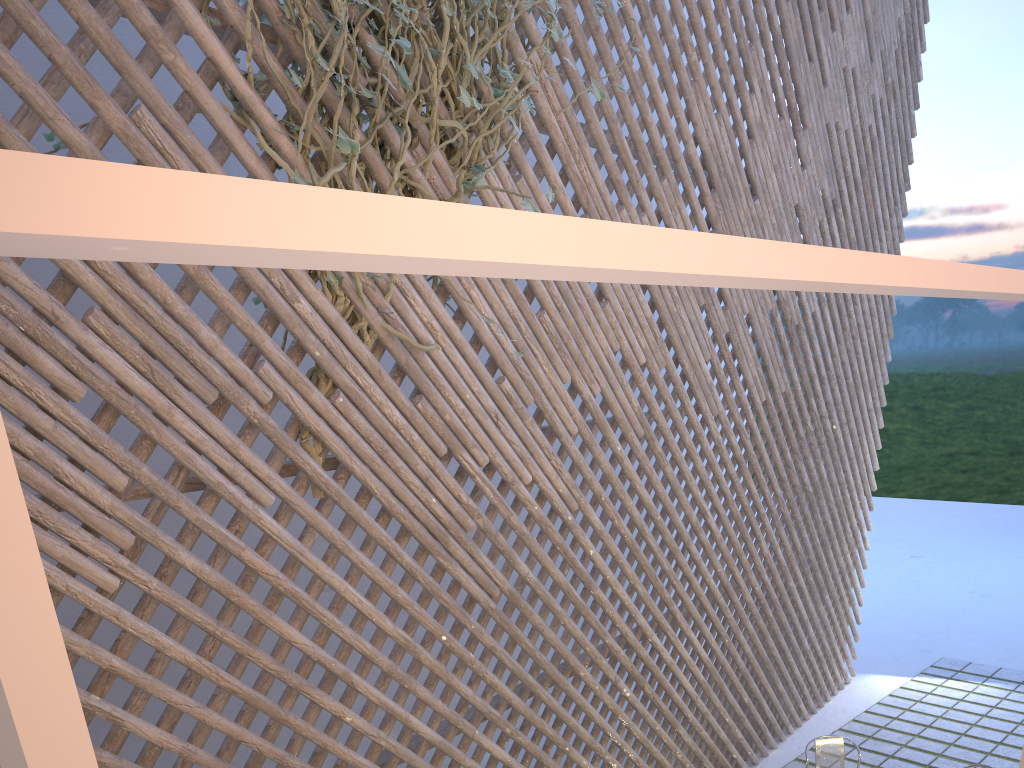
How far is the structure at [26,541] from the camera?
0.1 meters

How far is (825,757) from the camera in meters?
3.2

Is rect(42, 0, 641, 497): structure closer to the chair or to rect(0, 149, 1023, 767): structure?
rect(0, 149, 1023, 767): structure

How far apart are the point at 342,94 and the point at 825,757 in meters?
2.9 m

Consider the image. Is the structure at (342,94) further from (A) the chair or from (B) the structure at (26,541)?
(A) the chair

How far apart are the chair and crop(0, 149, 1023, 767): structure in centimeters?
335cm

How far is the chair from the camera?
3.2m

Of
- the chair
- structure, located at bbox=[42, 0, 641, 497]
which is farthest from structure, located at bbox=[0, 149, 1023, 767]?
the chair

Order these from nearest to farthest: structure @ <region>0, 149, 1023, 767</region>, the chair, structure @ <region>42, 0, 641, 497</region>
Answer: structure @ <region>0, 149, 1023, 767</region> < structure @ <region>42, 0, 641, 497</region> < the chair

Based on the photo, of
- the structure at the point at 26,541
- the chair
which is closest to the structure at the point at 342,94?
the structure at the point at 26,541
